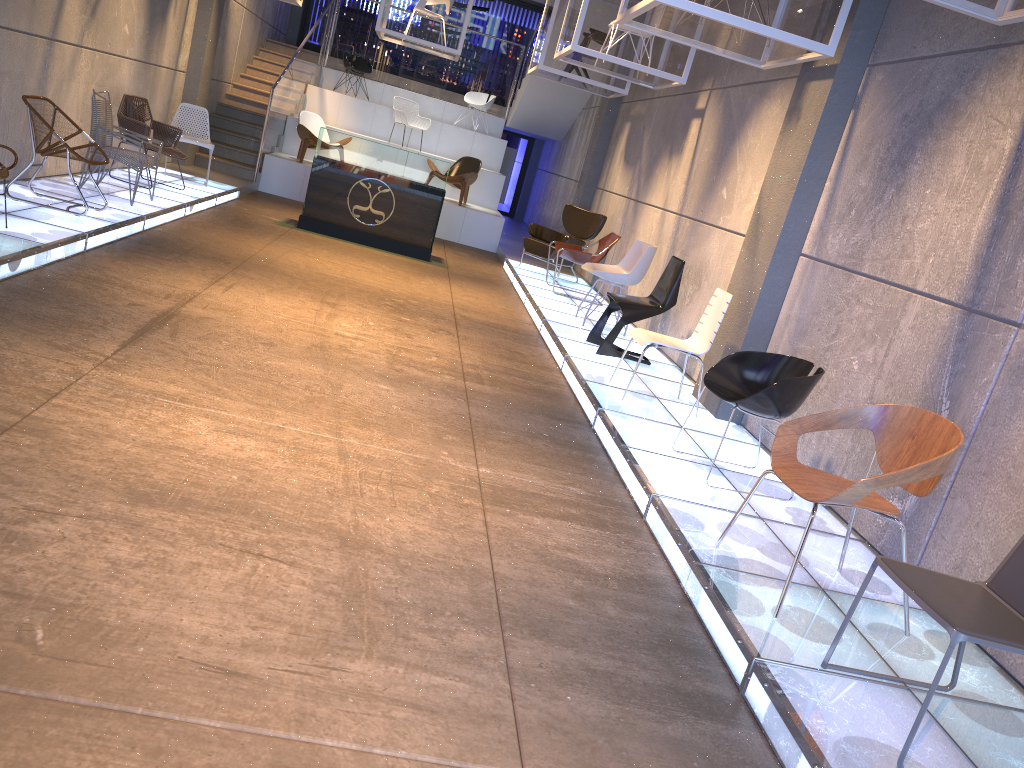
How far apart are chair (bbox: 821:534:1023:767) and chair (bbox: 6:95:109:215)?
6.4 meters

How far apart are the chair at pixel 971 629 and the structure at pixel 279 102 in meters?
11.8

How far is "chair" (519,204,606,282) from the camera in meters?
11.4 m

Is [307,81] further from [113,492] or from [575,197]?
[113,492]

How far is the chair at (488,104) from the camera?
16.89m

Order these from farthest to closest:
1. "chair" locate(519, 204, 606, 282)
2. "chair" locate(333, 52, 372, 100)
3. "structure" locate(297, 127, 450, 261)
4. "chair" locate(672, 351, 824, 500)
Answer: "chair" locate(333, 52, 372, 100)
"chair" locate(519, 204, 606, 282)
"structure" locate(297, 127, 450, 261)
"chair" locate(672, 351, 824, 500)

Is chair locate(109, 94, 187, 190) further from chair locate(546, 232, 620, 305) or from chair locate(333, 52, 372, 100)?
chair locate(333, 52, 372, 100)

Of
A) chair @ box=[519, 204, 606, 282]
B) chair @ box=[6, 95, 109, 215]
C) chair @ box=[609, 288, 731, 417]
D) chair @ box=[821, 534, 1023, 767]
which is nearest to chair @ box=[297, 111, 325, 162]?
Answer: chair @ box=[519, 204, 606, 282]

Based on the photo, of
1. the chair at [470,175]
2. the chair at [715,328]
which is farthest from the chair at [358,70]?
the chair at [715,328]

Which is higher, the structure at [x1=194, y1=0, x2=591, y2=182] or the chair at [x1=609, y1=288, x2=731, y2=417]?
the structure at [x1=194, y1=0, x2=591, y2=182]
